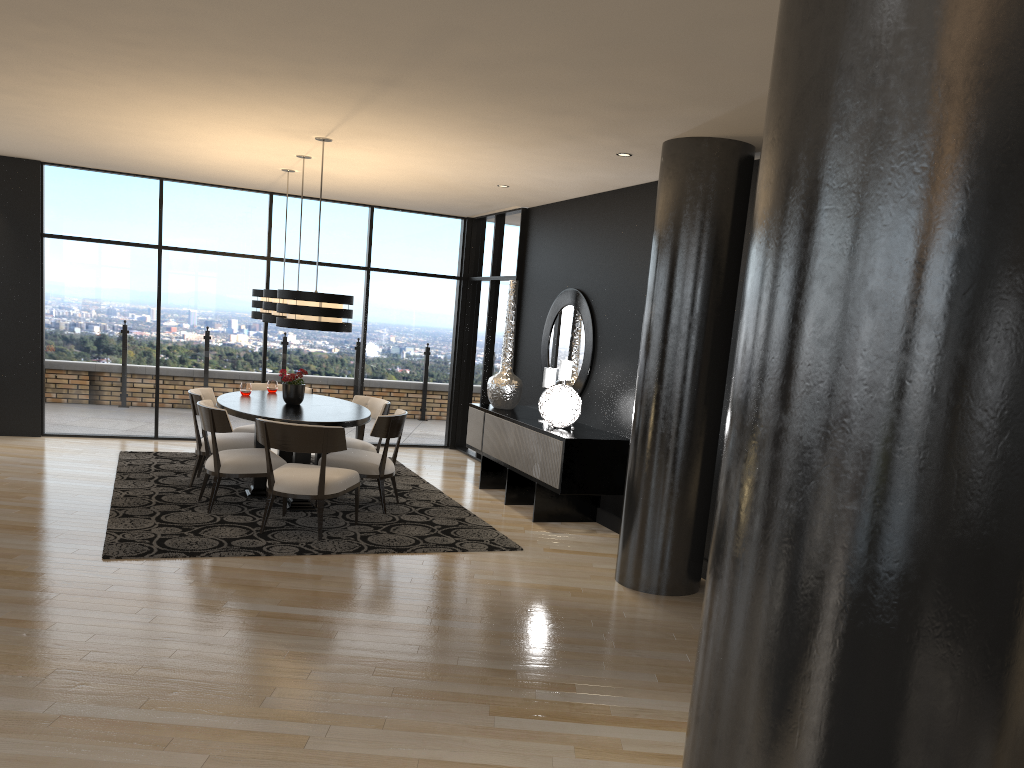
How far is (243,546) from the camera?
5.66m

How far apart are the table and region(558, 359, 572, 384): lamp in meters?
1.7 m

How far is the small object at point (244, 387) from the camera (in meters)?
7.58

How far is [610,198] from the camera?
7.5 meters

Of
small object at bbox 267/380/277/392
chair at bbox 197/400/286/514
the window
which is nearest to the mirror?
the window

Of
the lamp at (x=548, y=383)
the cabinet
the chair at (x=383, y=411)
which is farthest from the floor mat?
the lamp at (x=548, y=383)

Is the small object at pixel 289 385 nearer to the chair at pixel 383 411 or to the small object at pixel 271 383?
the chair at pixel 383 411

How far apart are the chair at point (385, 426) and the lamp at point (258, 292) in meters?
1.7 m

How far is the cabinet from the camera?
6.7 meters

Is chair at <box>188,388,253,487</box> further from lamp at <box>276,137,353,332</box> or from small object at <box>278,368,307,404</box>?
lamp at <box>276,137,353,332</box>
